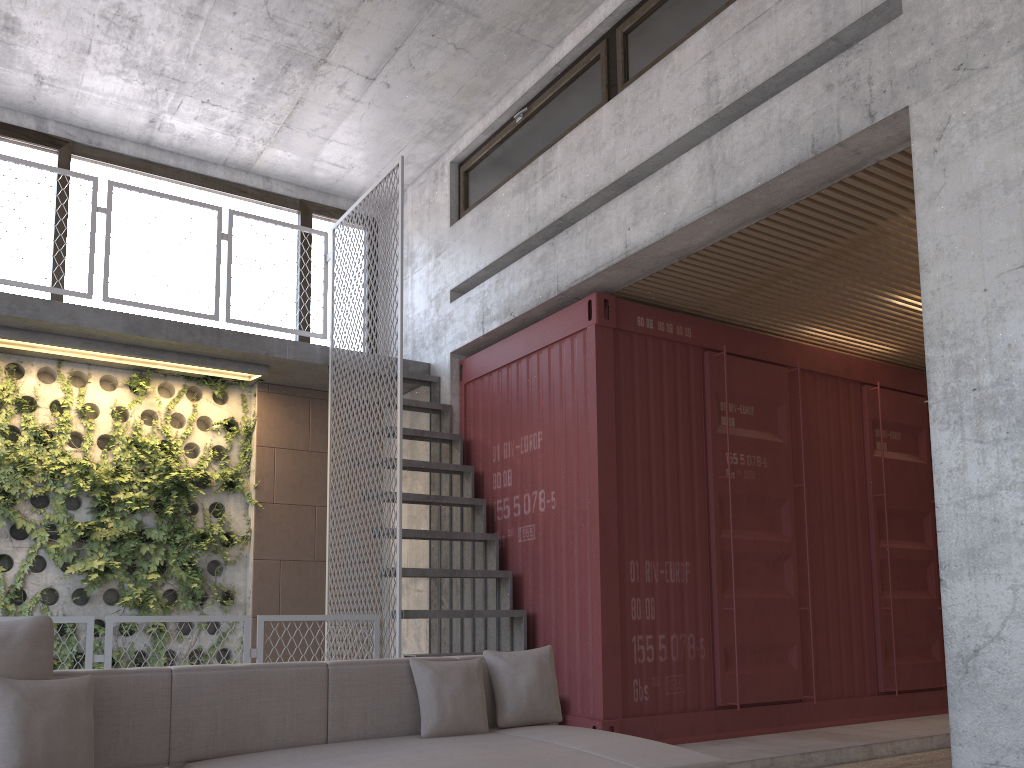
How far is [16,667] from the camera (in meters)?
2.83

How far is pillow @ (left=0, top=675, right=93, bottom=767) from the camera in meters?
2.7

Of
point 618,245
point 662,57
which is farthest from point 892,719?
point 662,57

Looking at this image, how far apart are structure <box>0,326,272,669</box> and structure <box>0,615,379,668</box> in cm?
197

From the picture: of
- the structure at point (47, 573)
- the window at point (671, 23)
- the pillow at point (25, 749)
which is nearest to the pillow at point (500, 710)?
the pillow at point (25, 749)

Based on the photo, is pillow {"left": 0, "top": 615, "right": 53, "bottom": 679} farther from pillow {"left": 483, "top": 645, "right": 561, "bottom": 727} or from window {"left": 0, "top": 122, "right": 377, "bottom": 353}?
window {"left": 0, "top": 122, "right": 377, "bottom": 353}

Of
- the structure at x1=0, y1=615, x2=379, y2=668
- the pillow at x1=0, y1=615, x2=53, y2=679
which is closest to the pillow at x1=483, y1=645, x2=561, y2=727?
Result: the pillow at x1=0, y1=615, x2=53, y2=679

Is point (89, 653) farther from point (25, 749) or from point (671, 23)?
point (671, 23)

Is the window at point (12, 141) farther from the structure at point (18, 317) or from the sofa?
the sofa

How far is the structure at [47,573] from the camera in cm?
682
